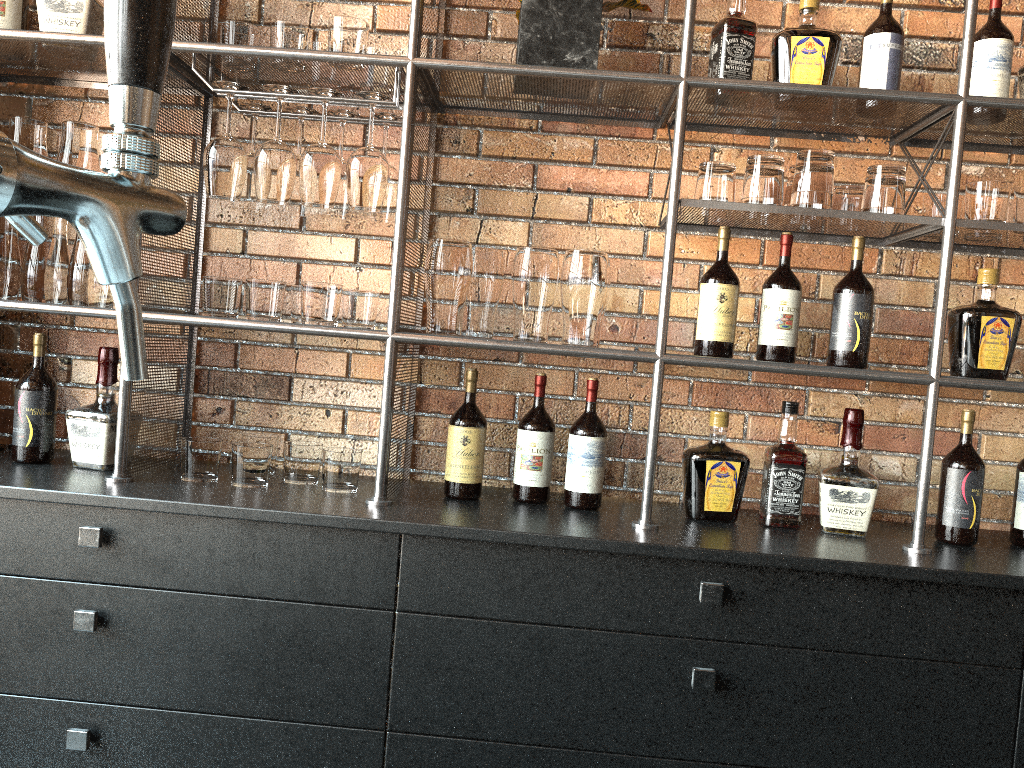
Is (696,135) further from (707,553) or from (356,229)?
(707,553)

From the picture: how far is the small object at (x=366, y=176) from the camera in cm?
188

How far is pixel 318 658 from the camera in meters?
1.8 m

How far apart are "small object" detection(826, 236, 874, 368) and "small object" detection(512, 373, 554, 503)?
0.6 meters

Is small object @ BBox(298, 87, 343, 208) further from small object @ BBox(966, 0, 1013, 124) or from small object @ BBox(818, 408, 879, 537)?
small object @ BBox(966, 0, 1013, 124)

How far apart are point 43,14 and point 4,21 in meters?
0.1 m

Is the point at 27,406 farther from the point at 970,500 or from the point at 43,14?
the point at 970,500

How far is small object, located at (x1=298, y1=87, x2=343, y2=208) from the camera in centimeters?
188cm

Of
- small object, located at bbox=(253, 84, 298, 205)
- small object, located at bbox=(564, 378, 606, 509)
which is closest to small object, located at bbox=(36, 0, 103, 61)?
small object, located at bbox=(253, 84, 298, 205)

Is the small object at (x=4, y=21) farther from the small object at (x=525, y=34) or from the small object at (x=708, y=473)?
the small object at (x=708, y=473)
